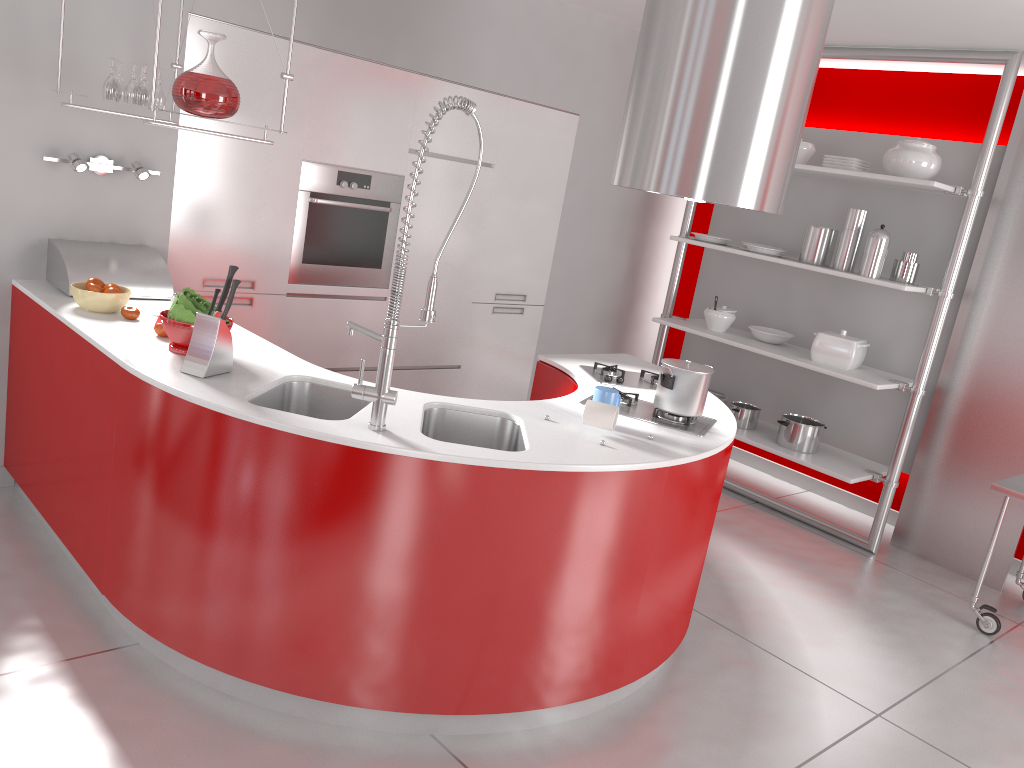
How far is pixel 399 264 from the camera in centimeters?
236cm

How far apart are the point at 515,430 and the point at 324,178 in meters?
2.1

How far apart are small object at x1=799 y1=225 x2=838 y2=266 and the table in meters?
1.5 m

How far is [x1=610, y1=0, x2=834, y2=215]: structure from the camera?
2.89m

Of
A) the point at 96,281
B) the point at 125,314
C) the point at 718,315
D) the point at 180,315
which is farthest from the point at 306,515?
the point at 718,315

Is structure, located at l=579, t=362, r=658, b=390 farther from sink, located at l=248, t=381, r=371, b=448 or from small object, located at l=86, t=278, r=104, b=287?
small object, located at l=86, t=278, r=104, b=287

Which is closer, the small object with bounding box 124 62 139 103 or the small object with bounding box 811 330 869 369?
the small object with bounding box 124 62 139 103

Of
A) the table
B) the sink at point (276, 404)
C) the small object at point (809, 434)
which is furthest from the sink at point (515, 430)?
the small object at point (809, 434)

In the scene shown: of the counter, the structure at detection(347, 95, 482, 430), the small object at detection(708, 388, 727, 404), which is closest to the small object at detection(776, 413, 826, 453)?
the small object at detection(708, 388, 727, 404)

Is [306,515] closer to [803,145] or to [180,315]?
[180,315]
